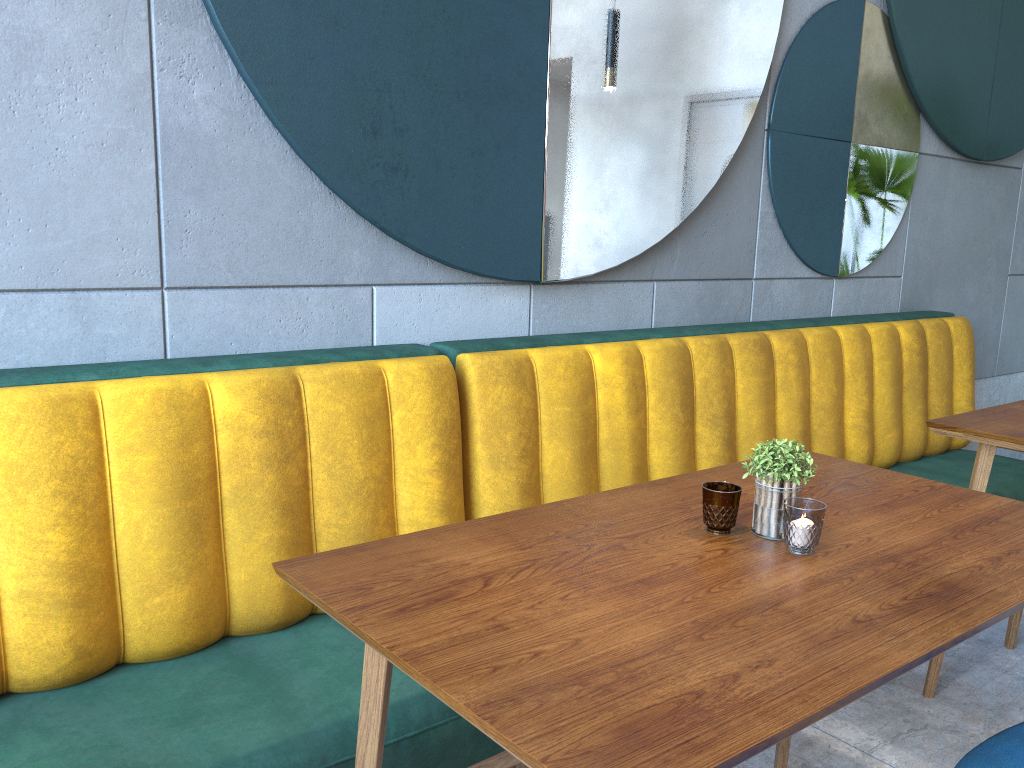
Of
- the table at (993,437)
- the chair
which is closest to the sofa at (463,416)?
the table at (993,437)

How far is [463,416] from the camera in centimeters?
199cm

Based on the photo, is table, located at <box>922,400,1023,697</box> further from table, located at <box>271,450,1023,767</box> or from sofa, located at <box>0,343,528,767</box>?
sofa, located at <box>0,343,528,767</box>

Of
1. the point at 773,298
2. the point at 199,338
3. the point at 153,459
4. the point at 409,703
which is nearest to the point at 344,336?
the point at 199,338

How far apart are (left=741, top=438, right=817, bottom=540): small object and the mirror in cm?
96

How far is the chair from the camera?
1.3m

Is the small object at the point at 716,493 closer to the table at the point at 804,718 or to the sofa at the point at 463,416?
the table at the point at 804,718

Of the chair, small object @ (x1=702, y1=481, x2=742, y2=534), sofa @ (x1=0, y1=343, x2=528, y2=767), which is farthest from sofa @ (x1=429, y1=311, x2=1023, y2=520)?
the chair

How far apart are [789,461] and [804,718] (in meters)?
0.52

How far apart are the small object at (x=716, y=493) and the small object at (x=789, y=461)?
0.0 meters
